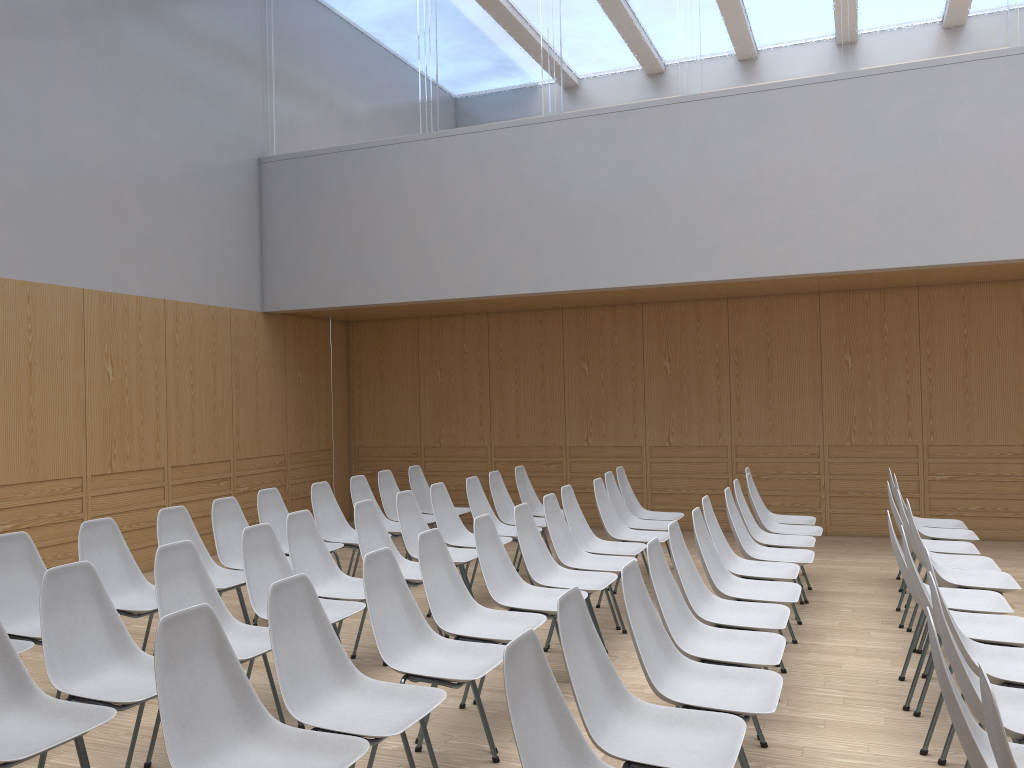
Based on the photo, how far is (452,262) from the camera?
8.7 meters

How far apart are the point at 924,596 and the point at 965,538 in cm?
284

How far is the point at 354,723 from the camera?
2.86m

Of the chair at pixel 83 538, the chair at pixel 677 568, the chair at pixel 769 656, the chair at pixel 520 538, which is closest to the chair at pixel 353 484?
the chair at pixel 520 538

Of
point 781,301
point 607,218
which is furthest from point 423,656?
point 781,301

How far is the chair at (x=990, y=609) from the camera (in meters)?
4.11

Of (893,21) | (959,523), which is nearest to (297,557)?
(959,523)

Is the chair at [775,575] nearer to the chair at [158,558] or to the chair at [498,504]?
the chair at [498,504]

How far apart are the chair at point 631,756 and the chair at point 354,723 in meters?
0.6

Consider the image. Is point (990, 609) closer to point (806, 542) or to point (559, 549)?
point (806, 542)
